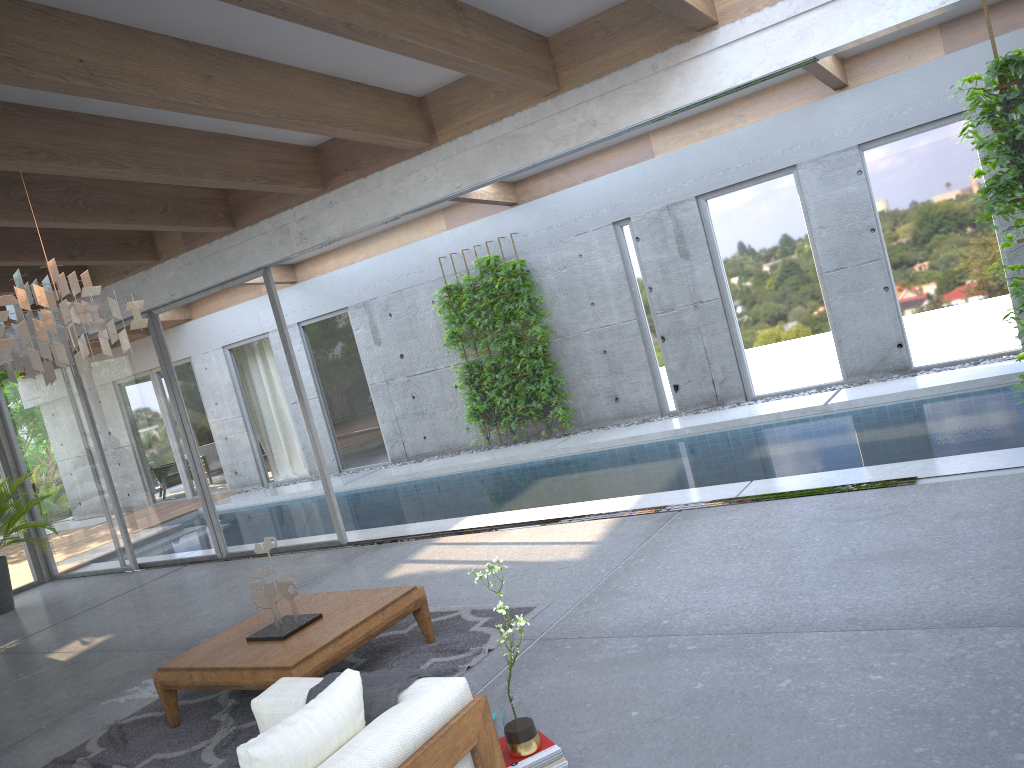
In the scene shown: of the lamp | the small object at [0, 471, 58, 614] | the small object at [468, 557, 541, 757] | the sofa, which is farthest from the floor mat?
the small object at [0, 471, 58, 614]

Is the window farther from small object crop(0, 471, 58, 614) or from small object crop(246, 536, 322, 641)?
small object crop(246, 536, 322, 641)

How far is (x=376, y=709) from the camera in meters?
3.0

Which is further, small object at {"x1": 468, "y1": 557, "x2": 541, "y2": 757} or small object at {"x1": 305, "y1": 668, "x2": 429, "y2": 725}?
small object at {"x1": 468, "y1": 557, "x2": 541, "y2": 757}

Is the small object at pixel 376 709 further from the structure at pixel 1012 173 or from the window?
the window

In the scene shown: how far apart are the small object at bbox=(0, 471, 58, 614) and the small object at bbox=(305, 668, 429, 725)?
7.7 meters

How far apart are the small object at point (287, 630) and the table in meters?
0.0

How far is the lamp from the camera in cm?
379

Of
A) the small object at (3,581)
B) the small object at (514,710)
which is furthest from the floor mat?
the small object at (3,581)

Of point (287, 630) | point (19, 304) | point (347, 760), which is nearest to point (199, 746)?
point (287, 630)
